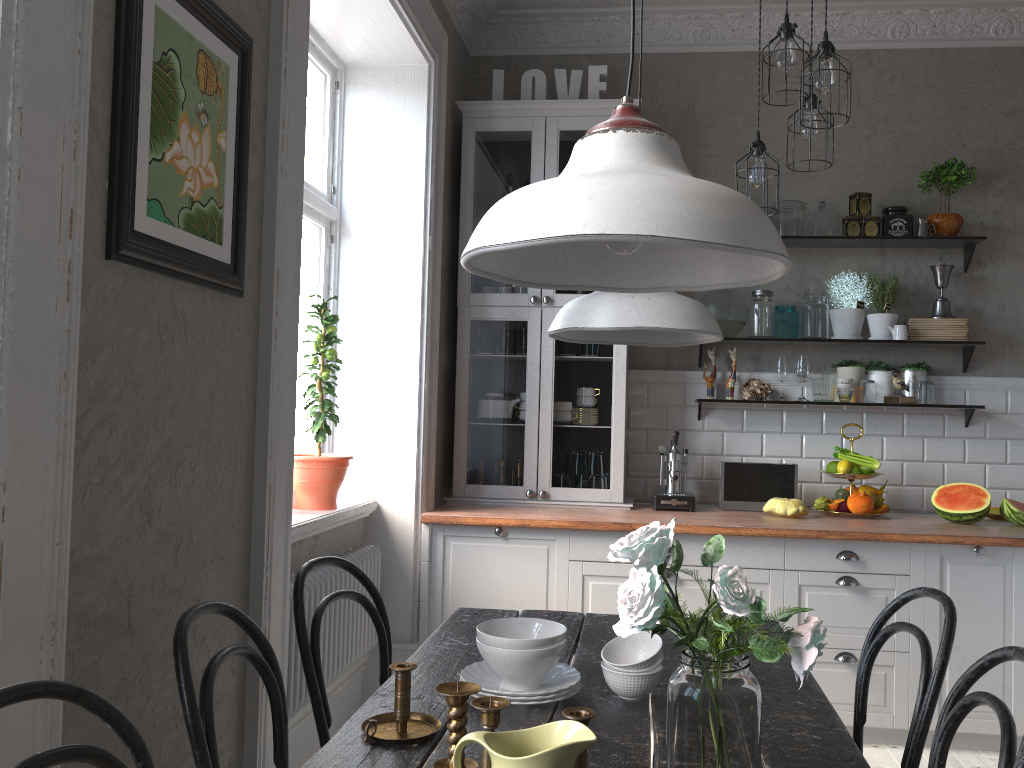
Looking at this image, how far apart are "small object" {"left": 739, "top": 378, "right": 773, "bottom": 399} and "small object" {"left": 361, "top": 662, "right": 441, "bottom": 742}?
2.94m

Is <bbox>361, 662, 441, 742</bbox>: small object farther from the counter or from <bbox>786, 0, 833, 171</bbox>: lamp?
<bbox>786, 0, 833, 171</bbox>: lamp

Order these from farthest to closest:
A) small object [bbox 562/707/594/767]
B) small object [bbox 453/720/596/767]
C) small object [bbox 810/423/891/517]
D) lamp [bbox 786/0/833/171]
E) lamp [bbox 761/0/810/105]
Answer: small object [bbox 810/423/891/517]
lamp [bbox 786/0/833/171]
lamp [bbox 761/0/810/105]
small object [bbox 562/707/594/767]
small object [bbox 453/720/596/767]

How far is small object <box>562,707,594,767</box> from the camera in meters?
1.1 m

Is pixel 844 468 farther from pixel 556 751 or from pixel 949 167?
pixel 556 751

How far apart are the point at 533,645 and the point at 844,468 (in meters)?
2.67

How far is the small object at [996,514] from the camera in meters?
3.9 m

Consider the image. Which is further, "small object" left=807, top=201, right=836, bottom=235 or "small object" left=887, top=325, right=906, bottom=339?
"small object" left=807, top=201, right=836, bottom=235

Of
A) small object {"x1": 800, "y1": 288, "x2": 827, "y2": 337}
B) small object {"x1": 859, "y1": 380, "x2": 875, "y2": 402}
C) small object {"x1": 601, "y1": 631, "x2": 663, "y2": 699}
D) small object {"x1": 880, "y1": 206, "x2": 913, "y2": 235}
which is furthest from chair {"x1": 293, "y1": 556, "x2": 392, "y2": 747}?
small object {"x1": 880, "y1": 206, "x2": 913, "y2": 235}

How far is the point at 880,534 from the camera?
3.4m
